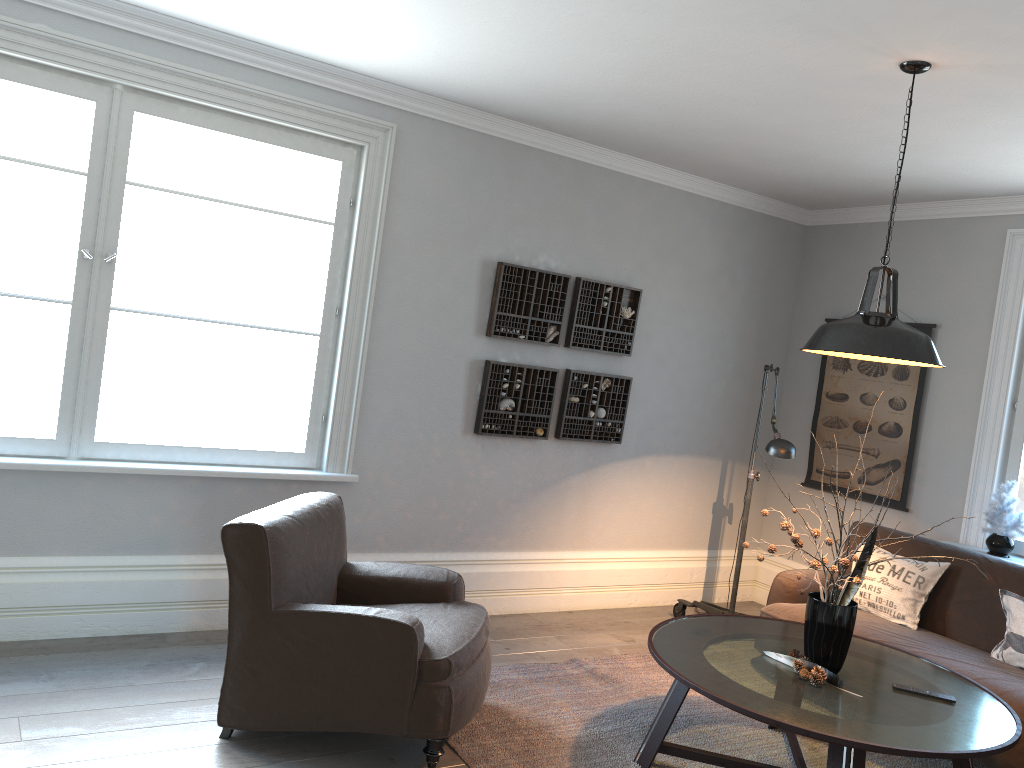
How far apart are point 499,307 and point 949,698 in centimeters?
282cm

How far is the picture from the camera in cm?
536

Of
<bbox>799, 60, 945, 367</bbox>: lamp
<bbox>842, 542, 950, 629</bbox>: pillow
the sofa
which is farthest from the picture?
<bbox>799, 60, 945, 367</bbox>: lamp

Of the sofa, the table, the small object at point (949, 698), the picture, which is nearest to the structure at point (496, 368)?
the sofa

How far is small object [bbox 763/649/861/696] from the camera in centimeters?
313cm

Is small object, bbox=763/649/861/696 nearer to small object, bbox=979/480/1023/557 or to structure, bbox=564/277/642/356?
small object, bbox=979/480/1023/557

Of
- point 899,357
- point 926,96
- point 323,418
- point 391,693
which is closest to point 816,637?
point 899,357

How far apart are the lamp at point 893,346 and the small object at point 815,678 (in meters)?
1.13

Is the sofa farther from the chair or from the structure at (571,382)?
the chair

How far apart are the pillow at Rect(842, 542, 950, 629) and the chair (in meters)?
2.15
